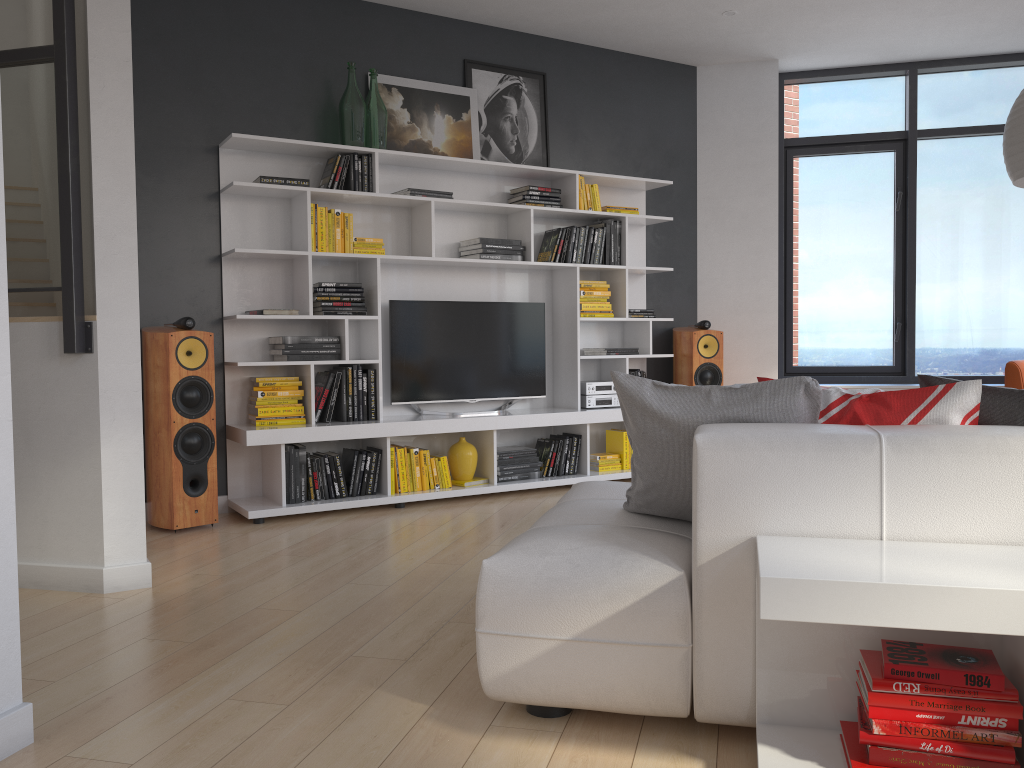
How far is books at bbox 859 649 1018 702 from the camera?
1.7m

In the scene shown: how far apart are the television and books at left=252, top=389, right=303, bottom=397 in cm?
61

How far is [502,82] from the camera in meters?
5.8 m

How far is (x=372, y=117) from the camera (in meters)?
5.15

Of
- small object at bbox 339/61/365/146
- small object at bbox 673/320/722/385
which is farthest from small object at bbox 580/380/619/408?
small object at bbox 339/61/365/146

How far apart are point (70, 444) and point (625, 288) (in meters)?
3.68

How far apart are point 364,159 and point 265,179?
0.60m

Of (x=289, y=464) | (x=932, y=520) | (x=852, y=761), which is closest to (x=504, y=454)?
(x=289, y=464)

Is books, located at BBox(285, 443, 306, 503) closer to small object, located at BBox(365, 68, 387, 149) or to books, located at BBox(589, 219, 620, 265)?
small object, located at BBox(365, 68, 387, 149)

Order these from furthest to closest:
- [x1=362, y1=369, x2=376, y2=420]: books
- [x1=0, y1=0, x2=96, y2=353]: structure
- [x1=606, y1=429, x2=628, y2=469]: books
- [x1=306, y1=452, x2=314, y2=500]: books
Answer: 1. [x1=606, y1=429, x2=628, y2=469]: books
2. [x1=362, y1=369, x2=376, y2=420]: books
3. [x1=306, y1=452, x2=314, y2=500]: books
4. [x1=0, y1=0, x2=96, y2=353]: structure
